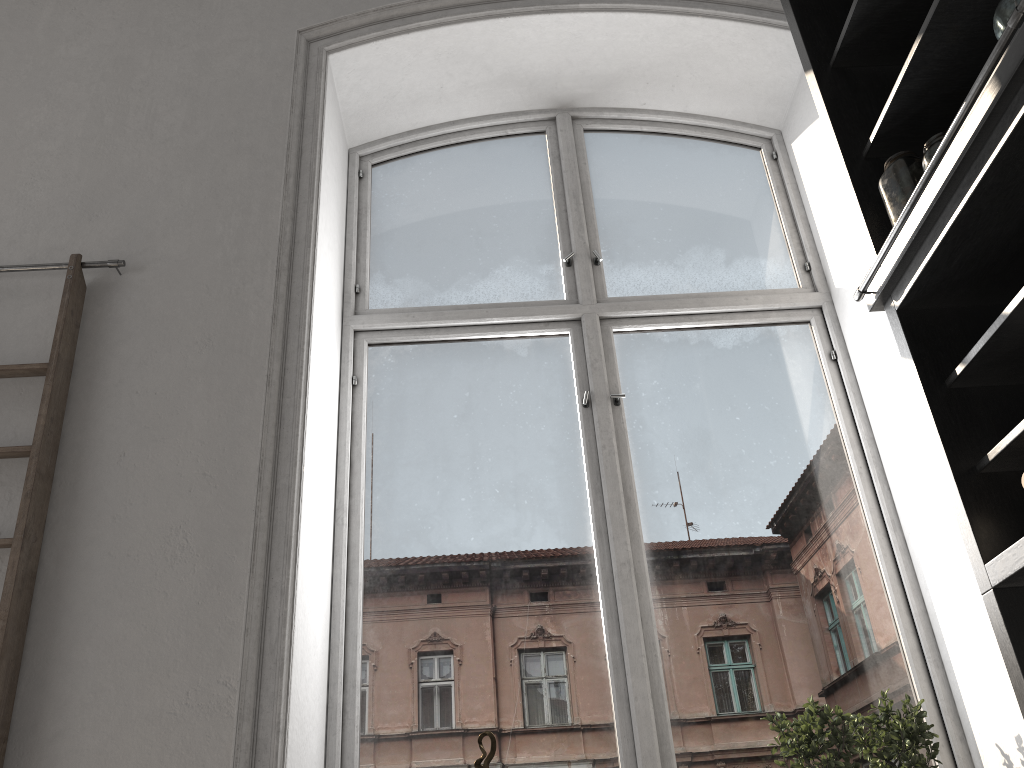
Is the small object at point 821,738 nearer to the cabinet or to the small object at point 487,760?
the cabinet

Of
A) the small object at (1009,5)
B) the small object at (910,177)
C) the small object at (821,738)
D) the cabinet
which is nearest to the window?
the small object at (821,738)

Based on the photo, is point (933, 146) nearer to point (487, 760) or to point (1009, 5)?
point (1009, 5)

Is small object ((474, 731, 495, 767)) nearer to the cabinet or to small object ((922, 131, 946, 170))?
the cabinet

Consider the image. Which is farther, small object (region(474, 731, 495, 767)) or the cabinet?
small object (region(474, 731, 495, 767))

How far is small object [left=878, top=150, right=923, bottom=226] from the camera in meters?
2.2

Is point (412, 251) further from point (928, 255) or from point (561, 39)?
point (928, 255)

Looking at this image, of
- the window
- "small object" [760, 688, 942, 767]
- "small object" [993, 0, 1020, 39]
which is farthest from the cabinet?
the window

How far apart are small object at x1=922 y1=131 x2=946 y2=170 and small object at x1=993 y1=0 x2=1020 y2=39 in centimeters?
36cm

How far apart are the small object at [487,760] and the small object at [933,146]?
1.83m
